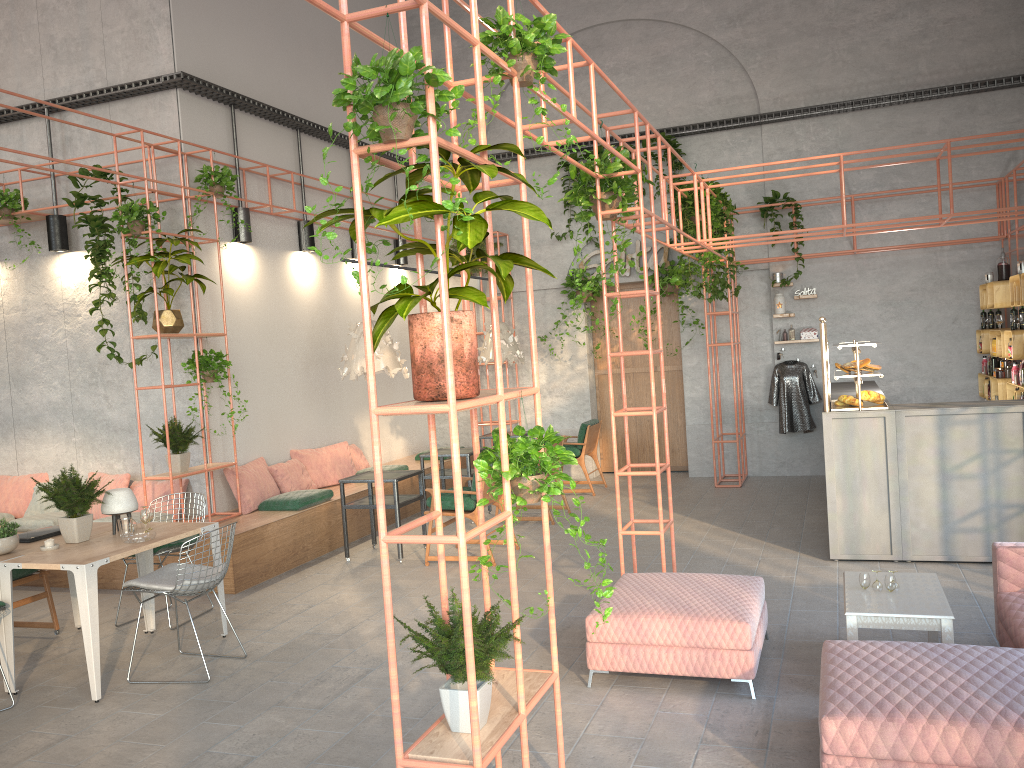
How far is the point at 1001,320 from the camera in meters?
9.6

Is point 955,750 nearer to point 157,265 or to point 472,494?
point 472,494

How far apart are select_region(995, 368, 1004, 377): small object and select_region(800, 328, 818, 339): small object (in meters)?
2.32

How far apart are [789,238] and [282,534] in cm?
743

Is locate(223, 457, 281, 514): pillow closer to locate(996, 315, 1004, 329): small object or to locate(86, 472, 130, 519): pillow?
locate(86, 472, 130, 519): pillow

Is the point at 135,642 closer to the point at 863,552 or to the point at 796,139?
the point at 863,552

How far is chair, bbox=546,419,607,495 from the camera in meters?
11.2

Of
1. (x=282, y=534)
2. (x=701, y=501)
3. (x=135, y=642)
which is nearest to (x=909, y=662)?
(x=135, y=642)

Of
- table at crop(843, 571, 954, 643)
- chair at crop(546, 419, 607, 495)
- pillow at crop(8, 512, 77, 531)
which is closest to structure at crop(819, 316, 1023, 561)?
table at crop(843, 571, 954, 643)

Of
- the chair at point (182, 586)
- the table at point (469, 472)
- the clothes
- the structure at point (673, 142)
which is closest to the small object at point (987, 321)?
the clothes
